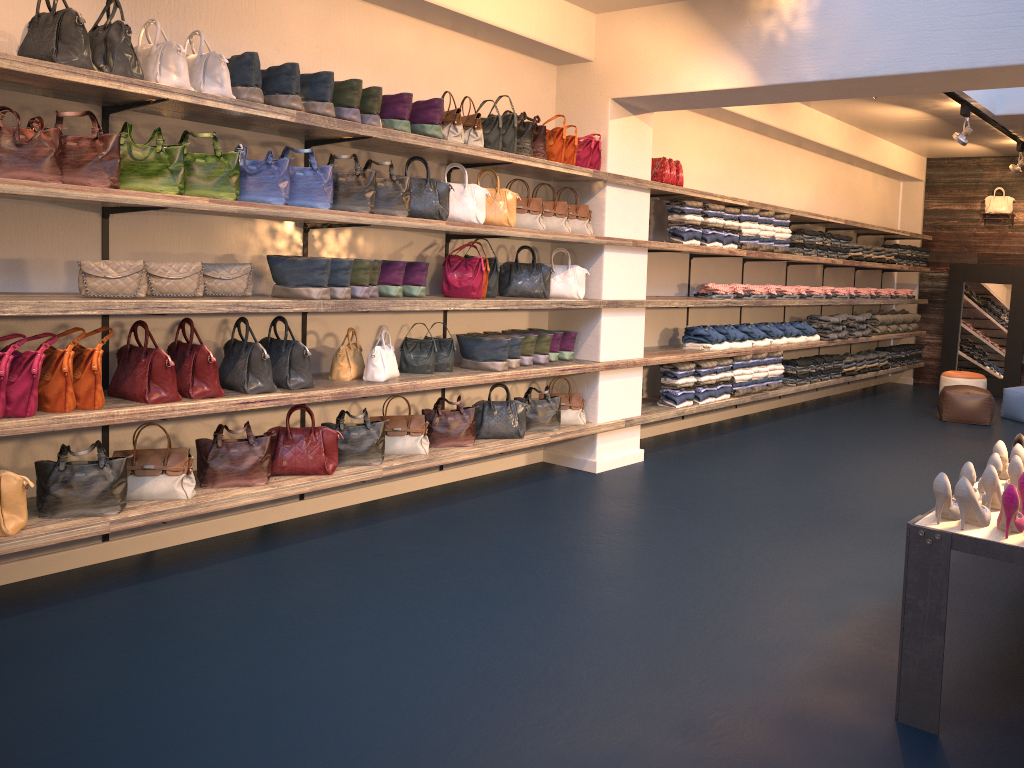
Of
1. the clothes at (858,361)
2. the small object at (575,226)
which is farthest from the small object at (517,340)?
the clothes at (858,361)

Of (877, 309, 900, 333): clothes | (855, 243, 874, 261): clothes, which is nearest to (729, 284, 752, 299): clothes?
(855, 243, 874, 261): clothes

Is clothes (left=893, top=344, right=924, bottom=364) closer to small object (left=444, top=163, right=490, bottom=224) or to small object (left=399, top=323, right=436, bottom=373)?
small object (left=444, top=163, right=490, bottom=224)

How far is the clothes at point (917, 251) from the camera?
11.8m

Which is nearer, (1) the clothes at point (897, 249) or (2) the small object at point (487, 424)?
(2) the small object at point (487, 424)

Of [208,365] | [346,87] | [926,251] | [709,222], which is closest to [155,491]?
[208,365]

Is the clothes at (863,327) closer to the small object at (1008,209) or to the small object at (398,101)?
the small object at (1008,209)

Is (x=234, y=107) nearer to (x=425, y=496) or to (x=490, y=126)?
(x=490, y=126)

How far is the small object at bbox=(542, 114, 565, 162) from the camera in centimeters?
610cm

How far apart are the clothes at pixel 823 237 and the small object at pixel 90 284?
7.2m
